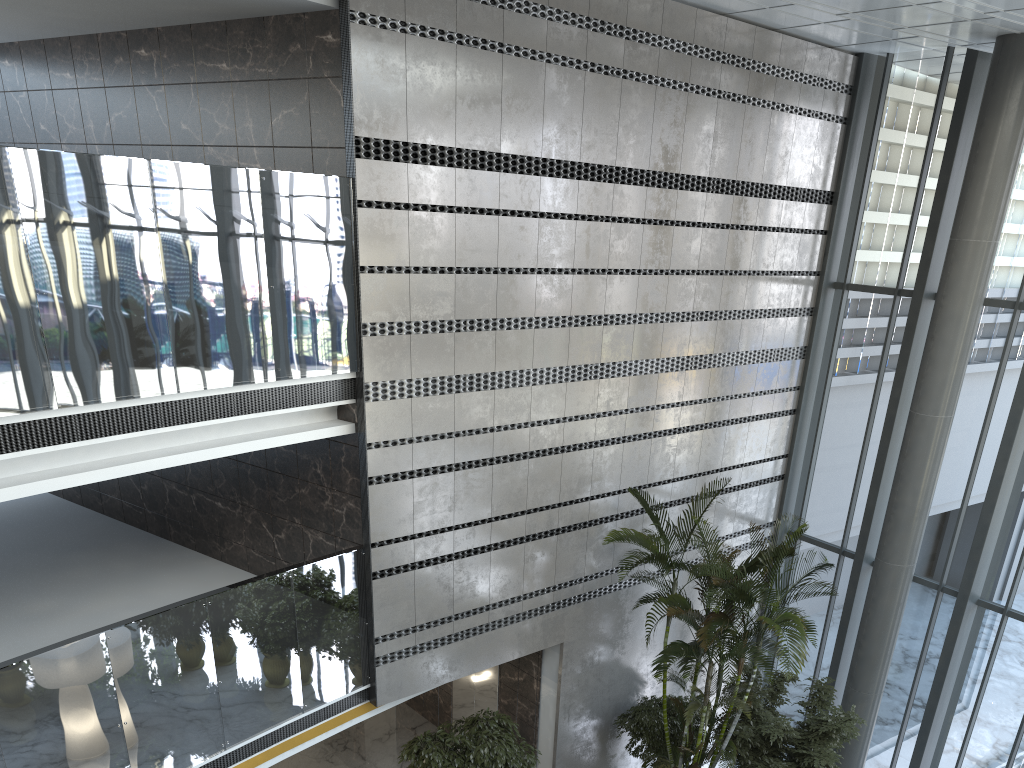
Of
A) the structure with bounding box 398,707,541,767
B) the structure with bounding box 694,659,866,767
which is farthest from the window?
the structure with bounding box 398,707,541,767

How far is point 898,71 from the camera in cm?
1109

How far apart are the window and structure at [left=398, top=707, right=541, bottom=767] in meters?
4.6 m

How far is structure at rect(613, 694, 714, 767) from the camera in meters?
9.7 m

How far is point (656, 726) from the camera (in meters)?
9.72

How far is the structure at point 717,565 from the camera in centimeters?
815cm

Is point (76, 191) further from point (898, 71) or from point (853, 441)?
point (898, 71)

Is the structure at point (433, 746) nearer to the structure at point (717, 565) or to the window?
the structure at point (717, 565)

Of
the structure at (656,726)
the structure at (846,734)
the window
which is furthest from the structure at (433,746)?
the window

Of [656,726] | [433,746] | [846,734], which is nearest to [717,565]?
[846,734]
